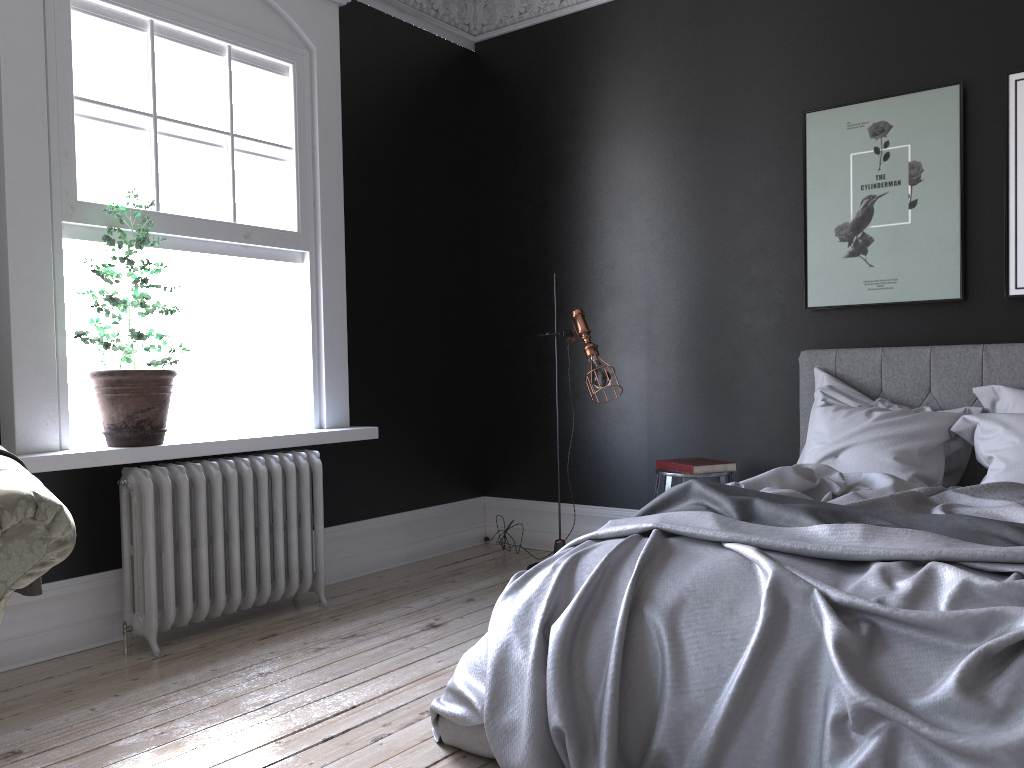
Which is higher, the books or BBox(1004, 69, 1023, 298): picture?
BBox(1004, 69, 1023, 298): picture

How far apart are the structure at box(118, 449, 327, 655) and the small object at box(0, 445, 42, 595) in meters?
1.3

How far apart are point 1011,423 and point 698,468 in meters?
1.4 m

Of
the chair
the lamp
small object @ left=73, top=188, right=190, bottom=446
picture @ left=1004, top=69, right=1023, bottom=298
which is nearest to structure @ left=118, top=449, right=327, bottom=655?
small object @ left=73, top=188, right=190, bottom=446

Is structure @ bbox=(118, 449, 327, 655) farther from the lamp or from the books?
the books

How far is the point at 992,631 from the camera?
2.0 meters

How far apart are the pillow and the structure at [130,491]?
2.44m

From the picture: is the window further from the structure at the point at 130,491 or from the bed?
the bed

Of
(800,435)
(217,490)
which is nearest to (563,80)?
(800,435)

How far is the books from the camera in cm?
452
